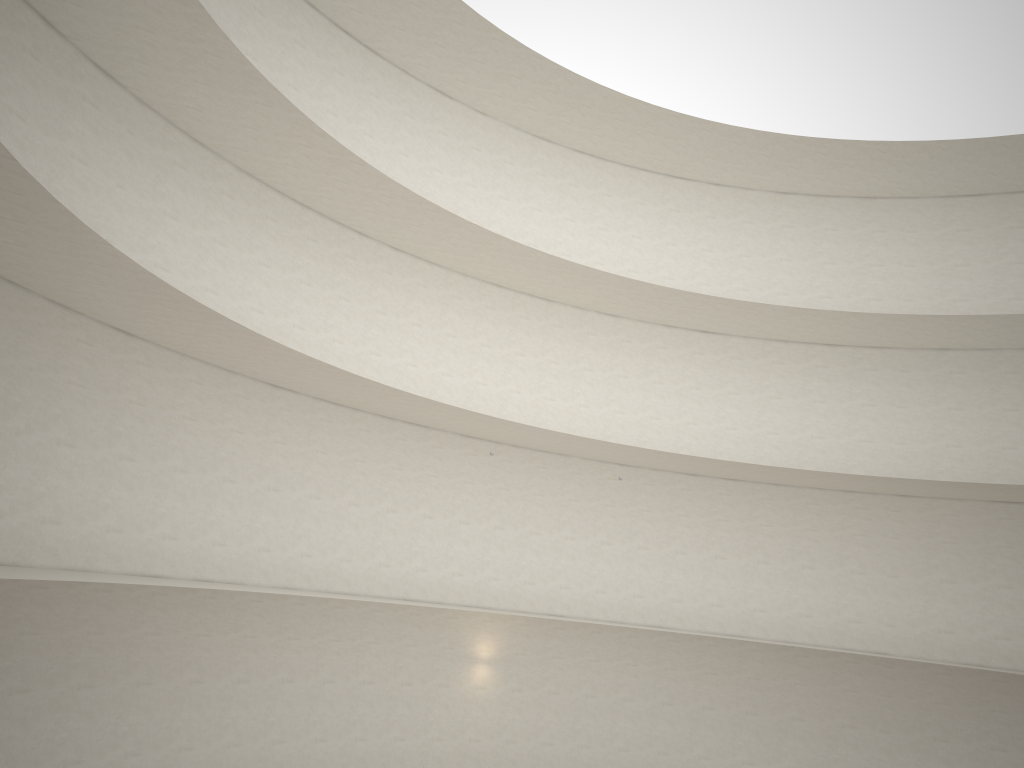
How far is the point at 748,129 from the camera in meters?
22.8

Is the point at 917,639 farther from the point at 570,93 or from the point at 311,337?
the point at 311,337
